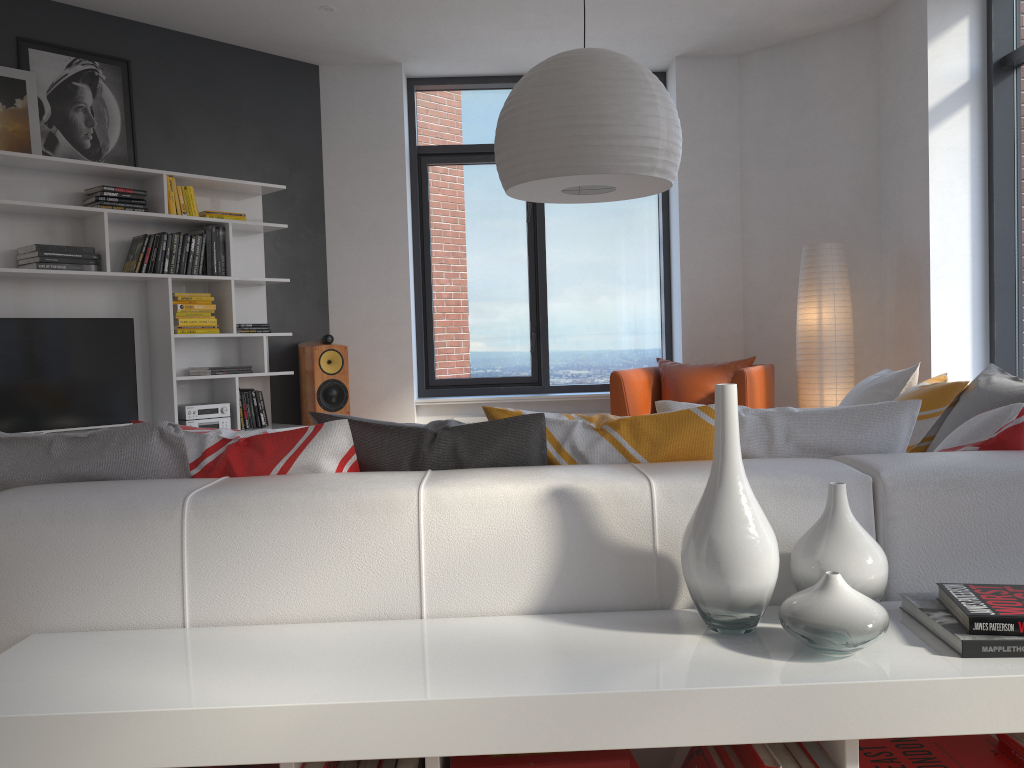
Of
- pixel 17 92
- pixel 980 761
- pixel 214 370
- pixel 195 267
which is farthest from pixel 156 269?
pixel 980 761

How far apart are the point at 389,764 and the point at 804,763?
0.6 meters

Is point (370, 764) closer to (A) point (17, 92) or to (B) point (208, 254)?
(B) point (208, 254)

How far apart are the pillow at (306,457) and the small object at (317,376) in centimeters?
388cm

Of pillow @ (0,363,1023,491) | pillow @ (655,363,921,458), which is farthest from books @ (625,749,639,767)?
pillow @ (0,363,1023,491)

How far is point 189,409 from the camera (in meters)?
5.28

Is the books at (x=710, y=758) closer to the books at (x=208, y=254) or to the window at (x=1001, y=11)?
the window at (x=1001, y=11)

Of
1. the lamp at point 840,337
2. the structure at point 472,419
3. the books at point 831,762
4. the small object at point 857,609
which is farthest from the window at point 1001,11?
the books at point 831,762

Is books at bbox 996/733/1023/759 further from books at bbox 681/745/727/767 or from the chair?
the chair

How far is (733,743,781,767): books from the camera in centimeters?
129cm
